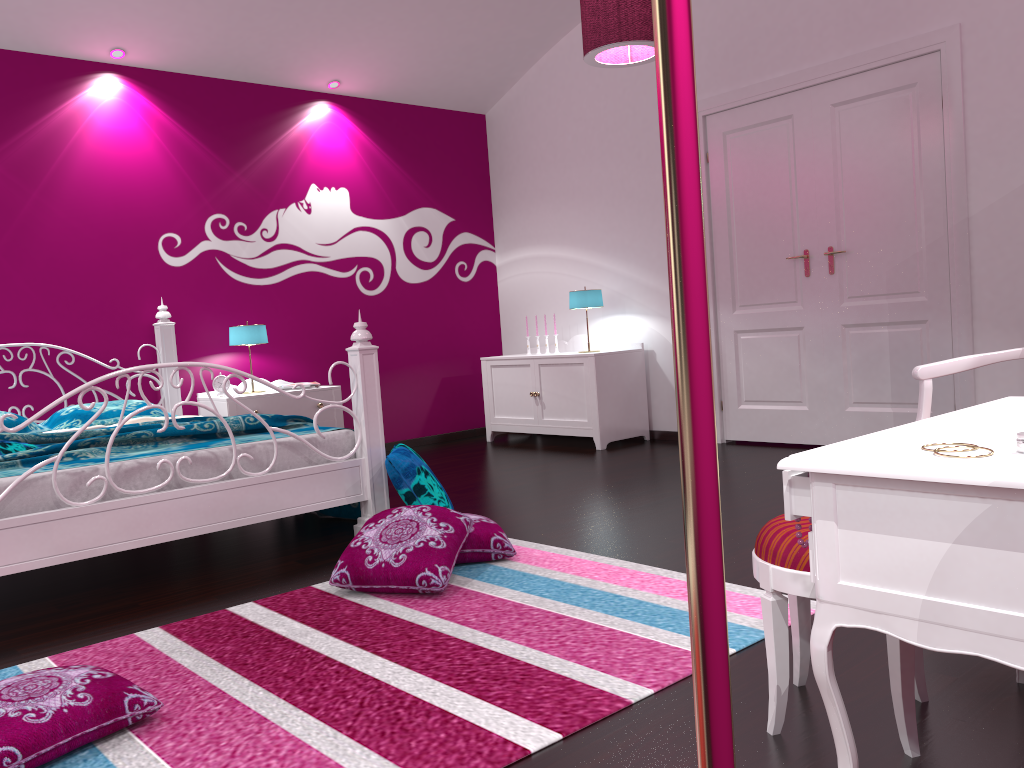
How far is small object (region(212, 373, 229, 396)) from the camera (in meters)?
5.29

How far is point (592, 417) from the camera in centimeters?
566cm

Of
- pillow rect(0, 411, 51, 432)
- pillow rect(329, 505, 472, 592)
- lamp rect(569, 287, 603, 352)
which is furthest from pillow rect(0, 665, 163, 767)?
lamp rect(569, 287, 603, 352)

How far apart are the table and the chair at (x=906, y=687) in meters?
0.2 m

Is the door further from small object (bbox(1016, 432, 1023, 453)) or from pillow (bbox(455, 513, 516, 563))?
small object (bbox(1016, 432, 1023, 453))

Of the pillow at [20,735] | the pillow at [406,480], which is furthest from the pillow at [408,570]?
the pillow at [20,735]

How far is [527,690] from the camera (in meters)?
1.95

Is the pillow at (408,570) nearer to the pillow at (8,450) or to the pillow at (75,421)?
the pillow at (8,450)

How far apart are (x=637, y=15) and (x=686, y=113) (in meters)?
3.84

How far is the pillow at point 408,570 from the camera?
2.70m
